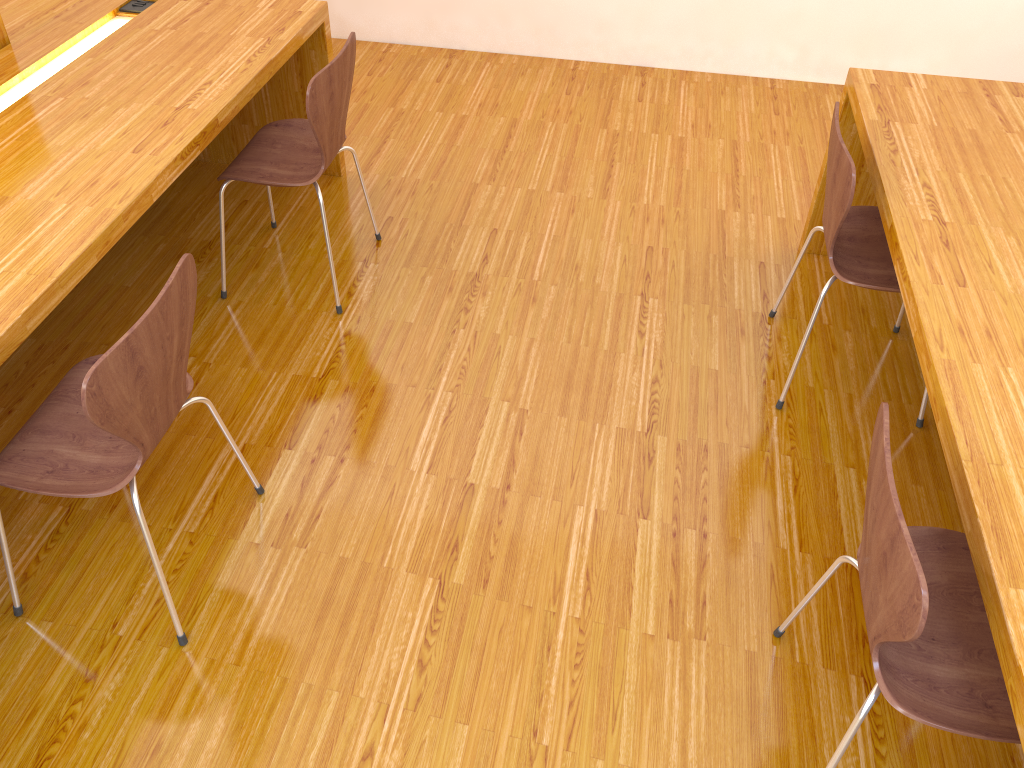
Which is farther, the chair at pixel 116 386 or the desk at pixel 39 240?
the desk at pixel 39 240

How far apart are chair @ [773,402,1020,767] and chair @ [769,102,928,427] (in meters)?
0.71

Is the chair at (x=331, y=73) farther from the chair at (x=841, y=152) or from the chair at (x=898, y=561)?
the chair at (x=898, y=561)

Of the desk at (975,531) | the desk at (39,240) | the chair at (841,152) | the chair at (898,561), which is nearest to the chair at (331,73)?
the desk at (39,240)

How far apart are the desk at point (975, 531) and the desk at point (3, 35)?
2.4 meters

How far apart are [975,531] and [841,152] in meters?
1.0 m

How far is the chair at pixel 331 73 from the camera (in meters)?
2.28

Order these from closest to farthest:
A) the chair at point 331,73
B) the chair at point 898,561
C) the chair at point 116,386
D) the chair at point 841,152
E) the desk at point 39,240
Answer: the chair at point 898,561 → the chair at point 116,386 → the desk at point 39,240 → the chair at point 841,152 → the chair at point 331,73

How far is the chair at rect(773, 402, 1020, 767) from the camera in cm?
118

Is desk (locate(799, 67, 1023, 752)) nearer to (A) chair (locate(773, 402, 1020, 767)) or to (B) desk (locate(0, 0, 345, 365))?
(A) chair (locate(773, 402, 1020, 767))
